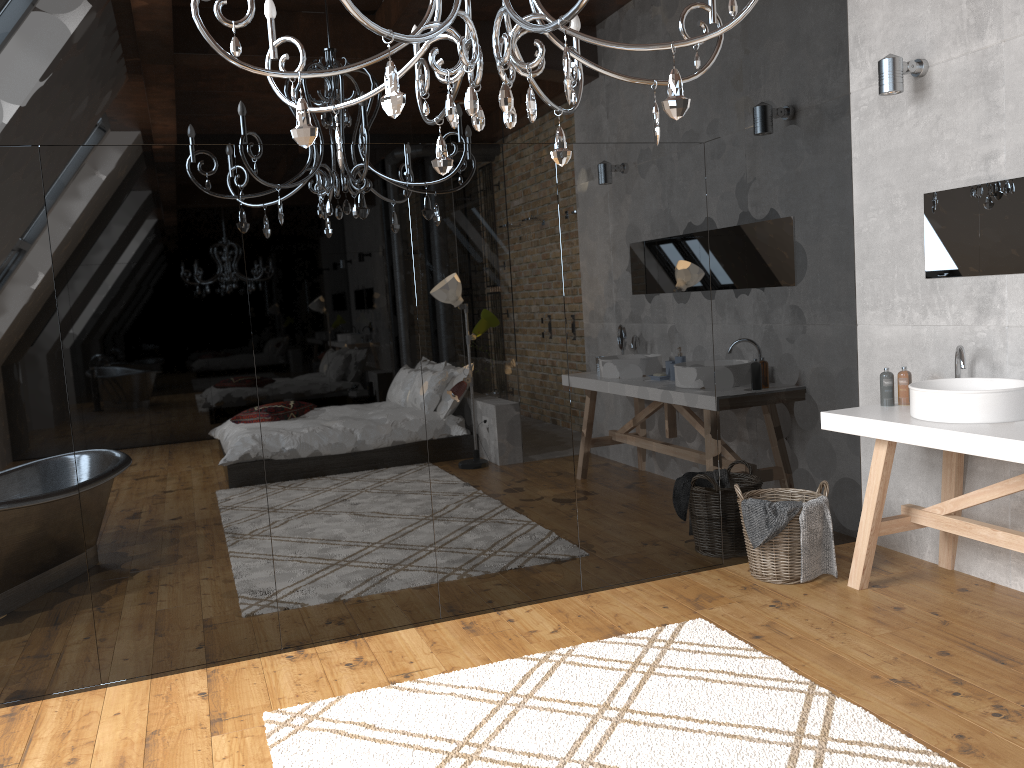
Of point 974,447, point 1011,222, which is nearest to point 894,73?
point 1011,222

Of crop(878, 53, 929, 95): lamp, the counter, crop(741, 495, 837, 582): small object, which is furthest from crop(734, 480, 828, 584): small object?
crop(878, 53, 929, 95): lamp

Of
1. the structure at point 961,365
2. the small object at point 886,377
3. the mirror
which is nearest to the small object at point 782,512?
the small object at point 886,377

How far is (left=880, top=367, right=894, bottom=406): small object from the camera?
3.9 meters

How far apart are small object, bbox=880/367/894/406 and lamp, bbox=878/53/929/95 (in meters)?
1.21

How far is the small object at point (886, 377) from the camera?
3.9m

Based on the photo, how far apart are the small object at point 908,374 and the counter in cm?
5

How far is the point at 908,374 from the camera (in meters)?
3.88

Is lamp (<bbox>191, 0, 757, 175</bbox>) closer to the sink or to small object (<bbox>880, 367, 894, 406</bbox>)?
the sink

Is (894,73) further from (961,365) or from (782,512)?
(782,512)
